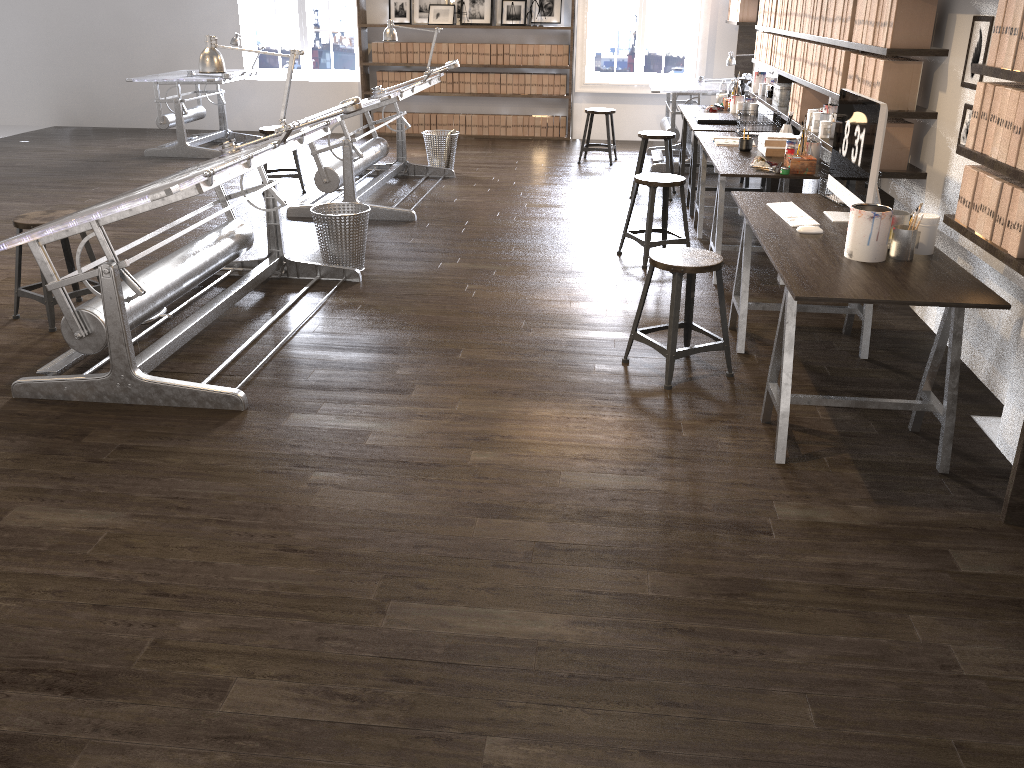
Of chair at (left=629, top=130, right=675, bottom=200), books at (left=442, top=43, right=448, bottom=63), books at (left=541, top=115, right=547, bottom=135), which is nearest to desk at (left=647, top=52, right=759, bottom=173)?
chair at (left=629, top=130, right=675, bottom=200)

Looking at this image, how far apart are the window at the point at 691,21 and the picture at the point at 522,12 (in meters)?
0.77

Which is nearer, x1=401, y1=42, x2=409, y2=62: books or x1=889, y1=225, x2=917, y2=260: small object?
x1=889, y1=225, x2=917, y2=260: small object

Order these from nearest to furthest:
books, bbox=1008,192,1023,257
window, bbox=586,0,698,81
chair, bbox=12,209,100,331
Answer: books, bbox=1008,192,1023,257, chair, bbox=12,209,100,331, window, bbox=586,0,698,81

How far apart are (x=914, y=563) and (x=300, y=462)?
2.0 meters

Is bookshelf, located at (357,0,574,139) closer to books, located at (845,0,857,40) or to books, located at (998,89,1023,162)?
books, located at (845,0,857,40)

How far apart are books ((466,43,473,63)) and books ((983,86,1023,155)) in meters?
8.0 m

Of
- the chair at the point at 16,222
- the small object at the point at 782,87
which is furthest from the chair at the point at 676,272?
the small object at the point at 782,87

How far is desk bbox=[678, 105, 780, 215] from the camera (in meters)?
6.43

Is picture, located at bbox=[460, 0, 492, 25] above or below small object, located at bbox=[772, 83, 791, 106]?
above
